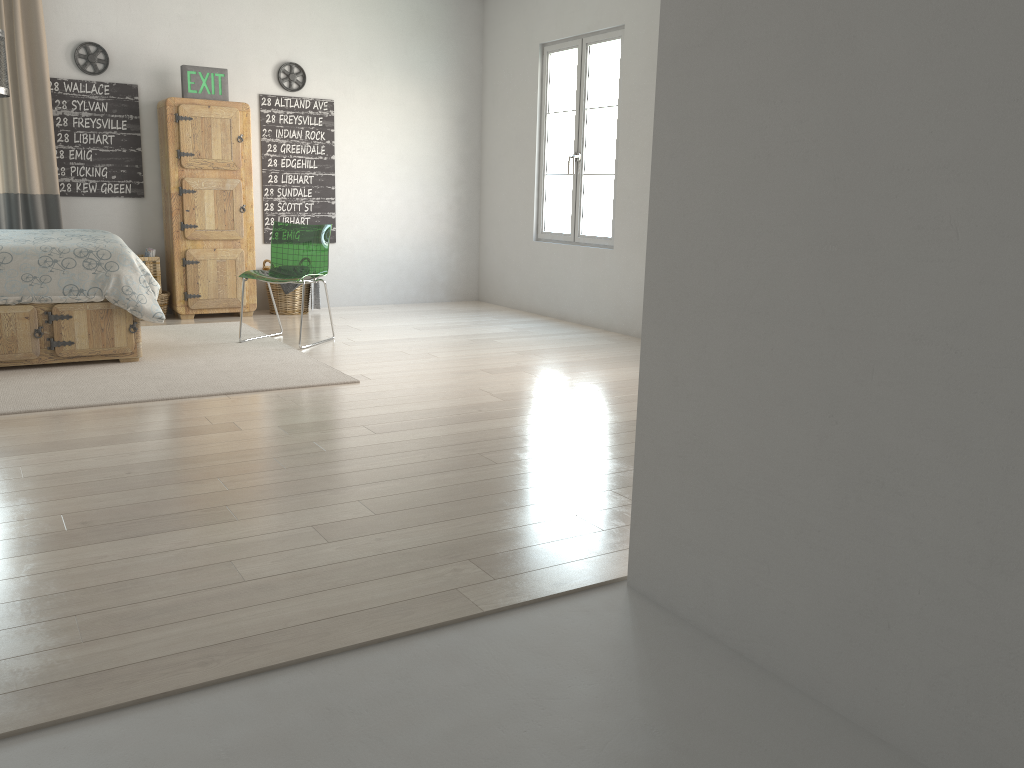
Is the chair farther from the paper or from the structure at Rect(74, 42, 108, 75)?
the structure at Rect(74, 42, 108, 75)

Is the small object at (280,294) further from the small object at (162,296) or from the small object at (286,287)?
the small object at (162,296)

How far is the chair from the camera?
5.6m

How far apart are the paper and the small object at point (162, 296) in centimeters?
30cm

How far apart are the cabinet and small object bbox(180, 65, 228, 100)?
0.09m

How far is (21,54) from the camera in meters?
5.9

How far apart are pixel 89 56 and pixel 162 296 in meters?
1.7

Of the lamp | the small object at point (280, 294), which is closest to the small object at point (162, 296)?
the small object at point (280, 294)

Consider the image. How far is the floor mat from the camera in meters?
4.1

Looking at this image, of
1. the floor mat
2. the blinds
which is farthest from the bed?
the blinds
